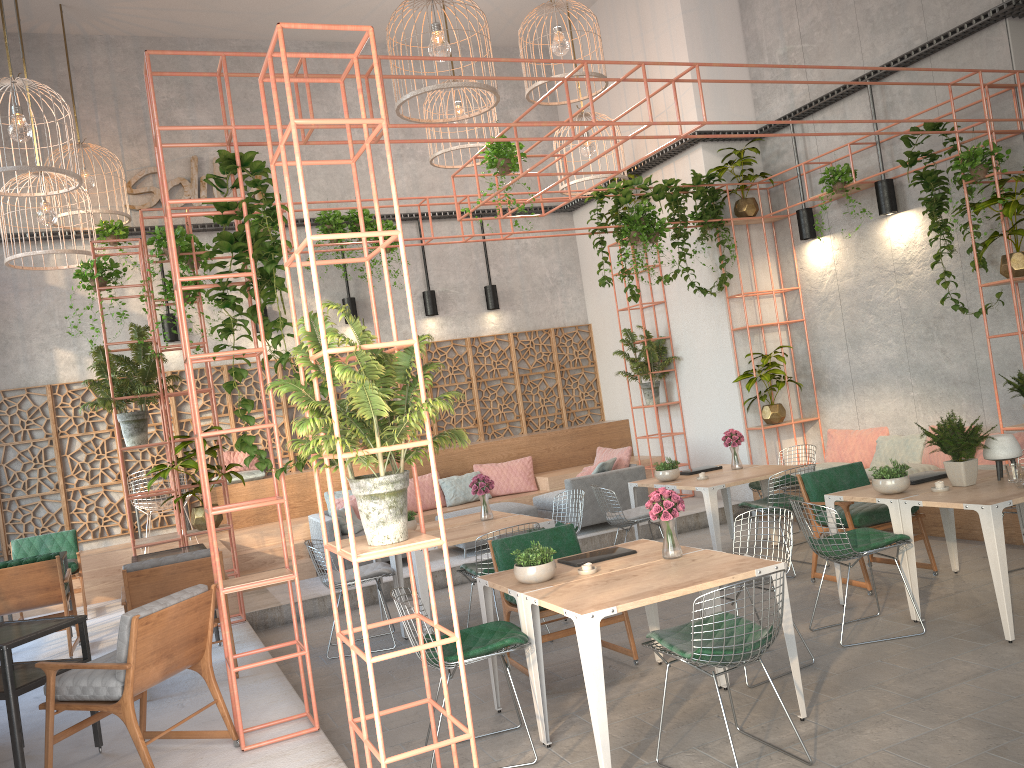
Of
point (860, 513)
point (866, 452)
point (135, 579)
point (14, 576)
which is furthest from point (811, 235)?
point (14, 576)

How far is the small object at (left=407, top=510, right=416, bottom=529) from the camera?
7.61m

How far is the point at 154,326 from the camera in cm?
824

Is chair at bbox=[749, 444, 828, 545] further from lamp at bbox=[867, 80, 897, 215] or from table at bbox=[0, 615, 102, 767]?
table at bbox=[0, 615, 102, 767]

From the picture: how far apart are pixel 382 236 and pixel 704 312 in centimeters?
774cm

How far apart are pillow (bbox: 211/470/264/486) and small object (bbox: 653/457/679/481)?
5.2 meters

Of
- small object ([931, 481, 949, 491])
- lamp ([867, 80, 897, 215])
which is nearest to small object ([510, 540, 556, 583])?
small object ([931, 481, 949, 491])

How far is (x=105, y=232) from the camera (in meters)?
10.45

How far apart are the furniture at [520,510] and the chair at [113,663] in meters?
5.0

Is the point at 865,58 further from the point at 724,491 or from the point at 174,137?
the point at 174,137
